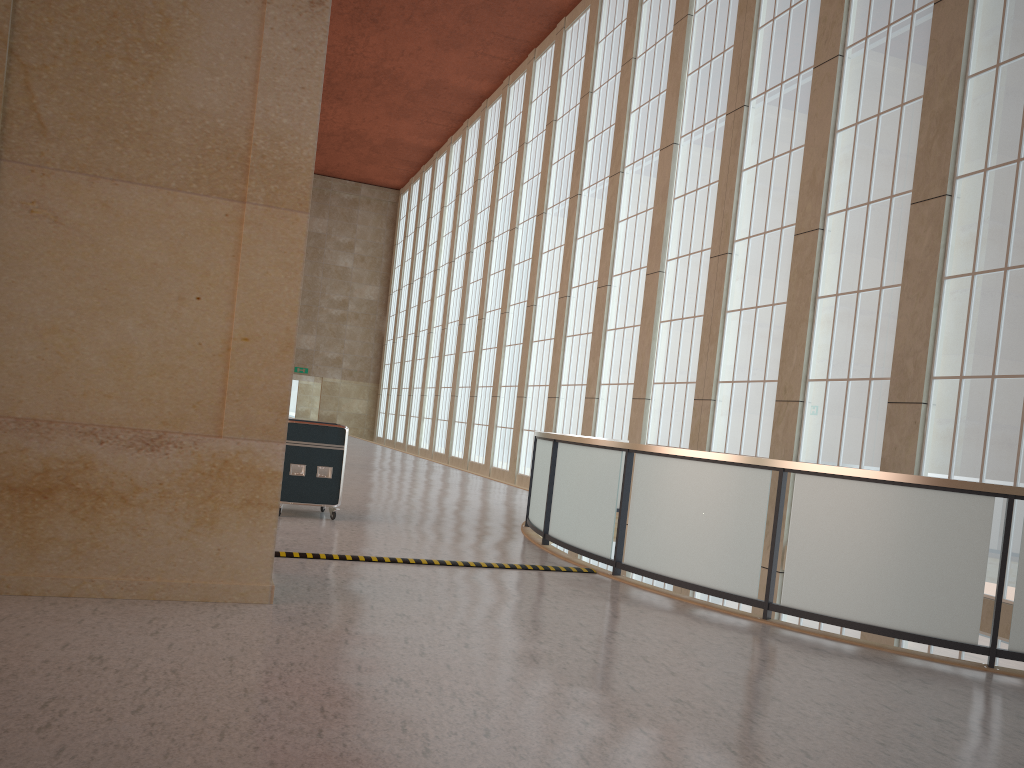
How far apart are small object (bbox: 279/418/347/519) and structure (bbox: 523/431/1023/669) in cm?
321

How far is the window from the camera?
A: 13.9 meters

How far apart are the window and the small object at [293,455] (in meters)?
9.29

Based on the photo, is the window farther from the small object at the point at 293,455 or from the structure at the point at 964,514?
the small object at the point at 293,455

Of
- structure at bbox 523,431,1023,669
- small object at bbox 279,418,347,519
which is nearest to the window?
structure at bbox 523,431,1023,669

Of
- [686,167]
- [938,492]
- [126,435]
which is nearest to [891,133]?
[686,167]

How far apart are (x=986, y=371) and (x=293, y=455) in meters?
11.0

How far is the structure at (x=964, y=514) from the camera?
8.54m

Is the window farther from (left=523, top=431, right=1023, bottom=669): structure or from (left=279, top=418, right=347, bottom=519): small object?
(left=279, top=418, right=347, bottom=519): small object

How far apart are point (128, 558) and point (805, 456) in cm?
1374
